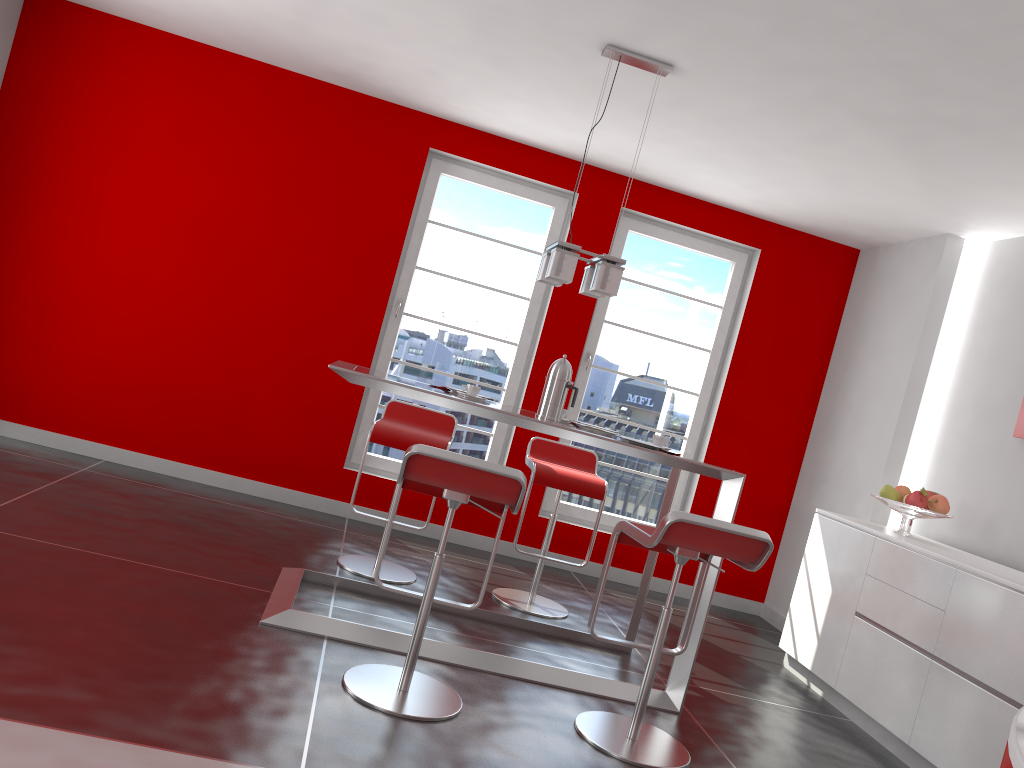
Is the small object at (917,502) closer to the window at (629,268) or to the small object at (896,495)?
the small object at (896,495)

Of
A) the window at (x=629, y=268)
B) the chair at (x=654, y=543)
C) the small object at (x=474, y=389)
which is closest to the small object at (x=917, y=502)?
the chair at (x=654, y=543)

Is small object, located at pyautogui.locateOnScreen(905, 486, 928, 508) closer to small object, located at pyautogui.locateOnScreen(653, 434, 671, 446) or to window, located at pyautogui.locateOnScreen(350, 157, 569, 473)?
small object, located at pyautogui.locateOnScreen(653, 434, 671, 446)

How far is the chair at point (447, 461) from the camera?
2.79m

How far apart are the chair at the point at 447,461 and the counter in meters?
1.7 m

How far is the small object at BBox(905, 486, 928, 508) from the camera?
4.4m

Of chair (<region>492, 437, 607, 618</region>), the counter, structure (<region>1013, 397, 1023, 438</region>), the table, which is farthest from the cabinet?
the counter

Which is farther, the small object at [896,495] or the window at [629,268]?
the window at [629,268]

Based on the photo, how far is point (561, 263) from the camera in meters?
3.7

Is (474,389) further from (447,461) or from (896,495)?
(896,495)
